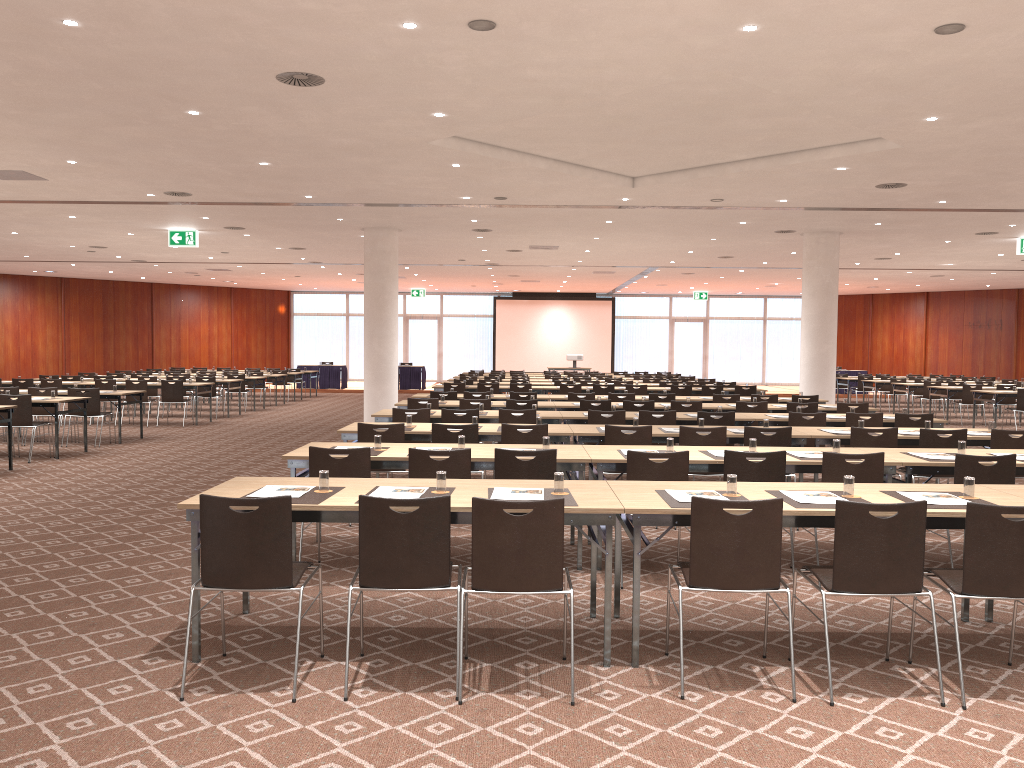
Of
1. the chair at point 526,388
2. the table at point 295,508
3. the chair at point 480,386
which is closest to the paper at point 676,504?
the table at point 295,508

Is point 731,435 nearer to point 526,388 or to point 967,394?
point 526,388

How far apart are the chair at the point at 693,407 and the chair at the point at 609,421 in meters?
2.2 m

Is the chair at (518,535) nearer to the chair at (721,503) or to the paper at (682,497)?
the chair at (721,503)

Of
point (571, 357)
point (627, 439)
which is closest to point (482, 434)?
→ point (627, 439)

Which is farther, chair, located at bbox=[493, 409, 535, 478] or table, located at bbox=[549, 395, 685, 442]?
table, located at bbox=[549, 395, 685, 442]

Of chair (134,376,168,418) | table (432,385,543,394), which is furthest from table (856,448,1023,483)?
chair (134,376,168,418)

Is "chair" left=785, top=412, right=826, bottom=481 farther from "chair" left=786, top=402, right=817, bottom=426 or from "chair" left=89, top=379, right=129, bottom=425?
"chair" left=89, top=379, right=129, bottom=425

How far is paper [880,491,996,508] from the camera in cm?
495

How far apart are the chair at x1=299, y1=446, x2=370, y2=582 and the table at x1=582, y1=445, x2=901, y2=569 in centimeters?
164cm
